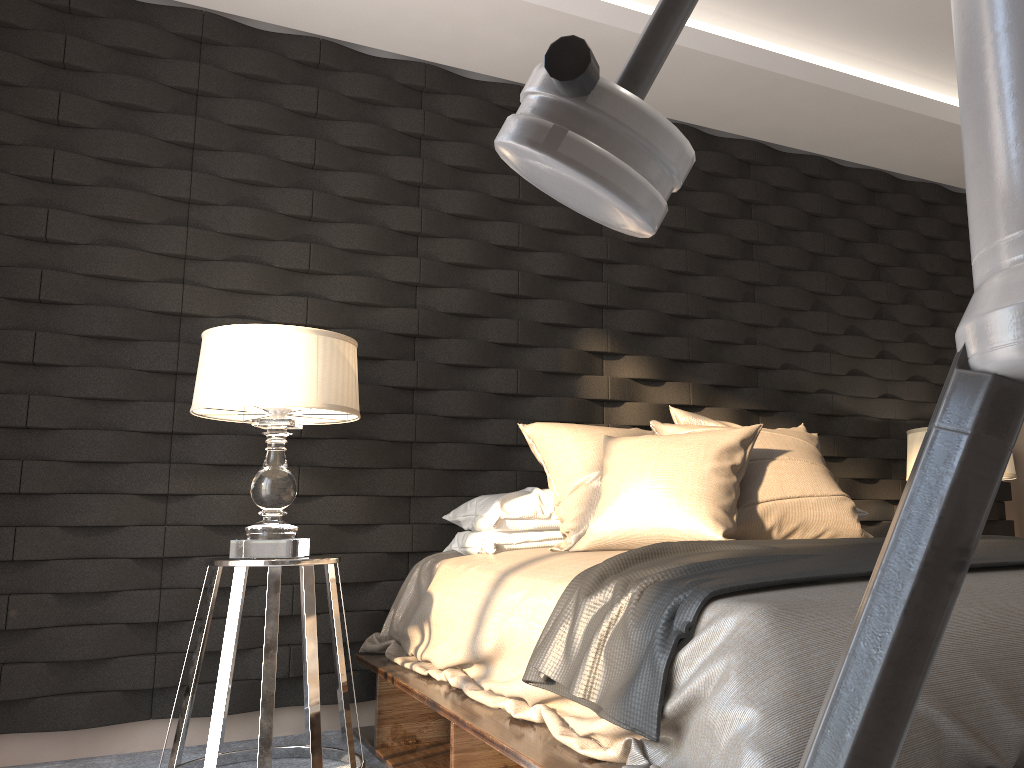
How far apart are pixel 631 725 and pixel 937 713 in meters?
0.5

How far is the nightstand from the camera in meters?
2.3

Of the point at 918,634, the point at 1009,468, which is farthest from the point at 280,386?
the point at 1009,468

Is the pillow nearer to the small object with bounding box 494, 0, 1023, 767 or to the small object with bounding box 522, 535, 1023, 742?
the small object with bounding box 522, 535, 1023, 742

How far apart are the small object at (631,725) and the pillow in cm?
16

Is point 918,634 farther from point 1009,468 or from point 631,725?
point 1009,468

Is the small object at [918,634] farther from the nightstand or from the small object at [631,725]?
the nightstand

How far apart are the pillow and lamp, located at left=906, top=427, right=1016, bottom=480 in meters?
0.8 m

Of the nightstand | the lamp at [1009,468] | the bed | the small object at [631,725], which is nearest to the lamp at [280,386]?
the nightstand

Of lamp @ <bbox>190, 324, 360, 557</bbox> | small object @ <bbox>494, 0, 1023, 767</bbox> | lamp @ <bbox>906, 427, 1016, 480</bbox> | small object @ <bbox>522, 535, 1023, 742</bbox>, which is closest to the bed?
small object @ <bbox>522, 535, 1023, 742</bbox>
